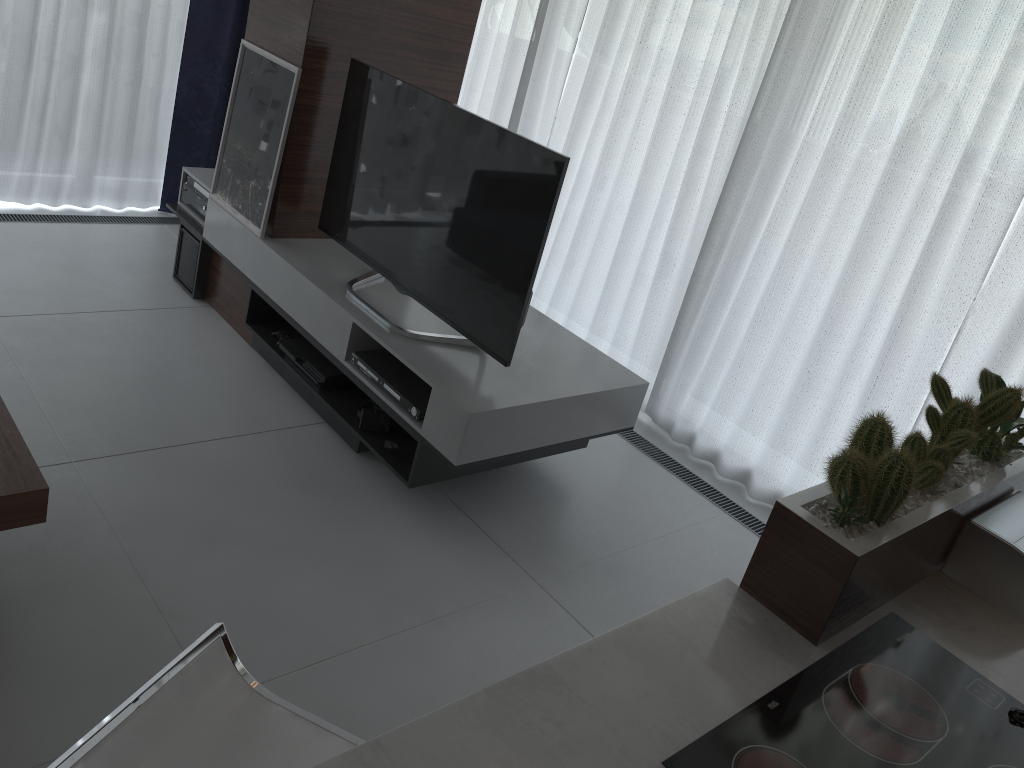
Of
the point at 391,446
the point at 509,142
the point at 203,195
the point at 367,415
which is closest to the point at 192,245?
the point at 203,195

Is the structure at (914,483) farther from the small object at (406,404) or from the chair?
the small object at (406,404)

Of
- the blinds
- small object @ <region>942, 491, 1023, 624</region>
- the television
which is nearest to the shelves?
the television

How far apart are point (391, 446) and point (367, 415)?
0.17m

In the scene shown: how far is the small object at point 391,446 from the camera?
3.1m

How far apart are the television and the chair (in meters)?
1.57

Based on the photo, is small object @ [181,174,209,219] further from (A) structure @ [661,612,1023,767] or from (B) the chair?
(A) structure @ [661,612,1023,767]

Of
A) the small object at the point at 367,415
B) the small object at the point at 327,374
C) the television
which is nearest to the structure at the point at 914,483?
the television

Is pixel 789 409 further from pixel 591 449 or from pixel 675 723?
pixel 675 723

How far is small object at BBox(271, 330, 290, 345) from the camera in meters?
3.6 m
